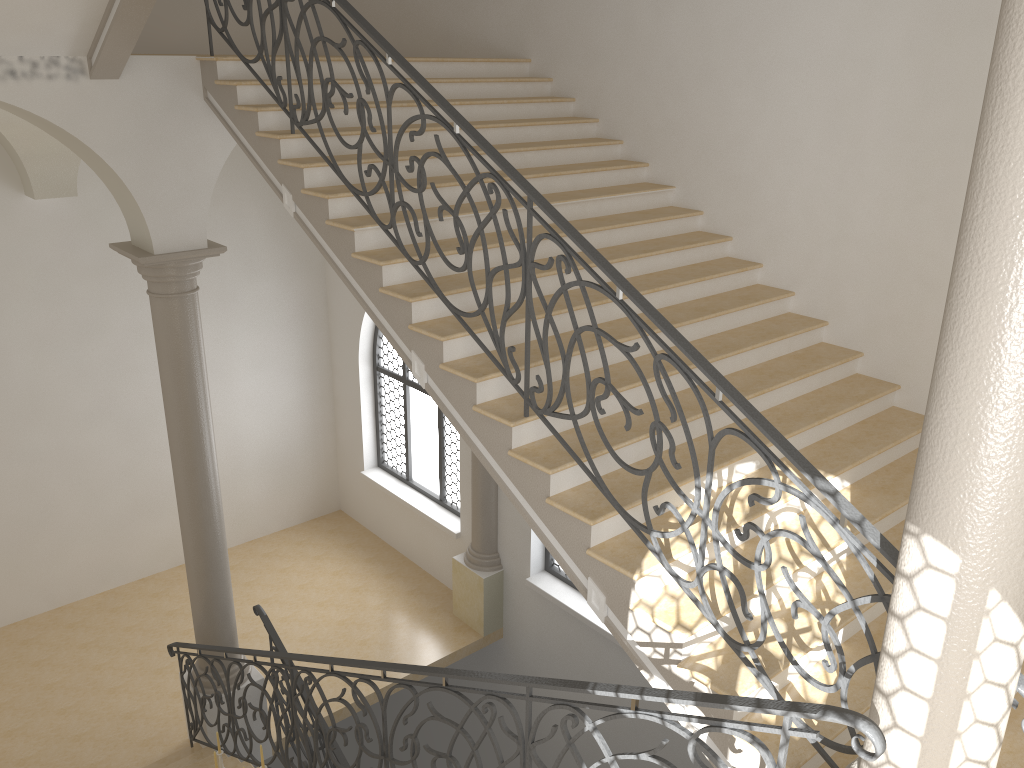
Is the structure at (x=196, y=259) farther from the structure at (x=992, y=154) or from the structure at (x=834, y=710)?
the structure at (x=992, y=154)

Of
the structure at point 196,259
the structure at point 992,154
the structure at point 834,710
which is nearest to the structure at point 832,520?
the structure at point 992,154

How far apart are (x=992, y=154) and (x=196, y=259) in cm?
611

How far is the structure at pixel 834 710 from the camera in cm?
263

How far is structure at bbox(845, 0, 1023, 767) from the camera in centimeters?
215cm

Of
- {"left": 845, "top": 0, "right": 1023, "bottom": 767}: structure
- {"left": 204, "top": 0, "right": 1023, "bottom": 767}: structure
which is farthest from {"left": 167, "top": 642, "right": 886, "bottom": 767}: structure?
{"left": 204, "top": 0, "right": 1023, "bottom": 767}: structure

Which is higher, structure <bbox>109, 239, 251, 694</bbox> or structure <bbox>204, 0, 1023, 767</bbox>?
structure <bbox>204, 0, 1023, 767</bbox>

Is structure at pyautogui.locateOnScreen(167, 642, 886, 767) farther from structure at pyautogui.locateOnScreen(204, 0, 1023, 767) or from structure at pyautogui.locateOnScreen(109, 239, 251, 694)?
structure at pyautogui.locateOnScreen(204, 0, 1023, 767)

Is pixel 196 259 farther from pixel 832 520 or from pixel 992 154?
pixel 992 154

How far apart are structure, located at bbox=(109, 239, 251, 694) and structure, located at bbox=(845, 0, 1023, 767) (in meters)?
5.80
